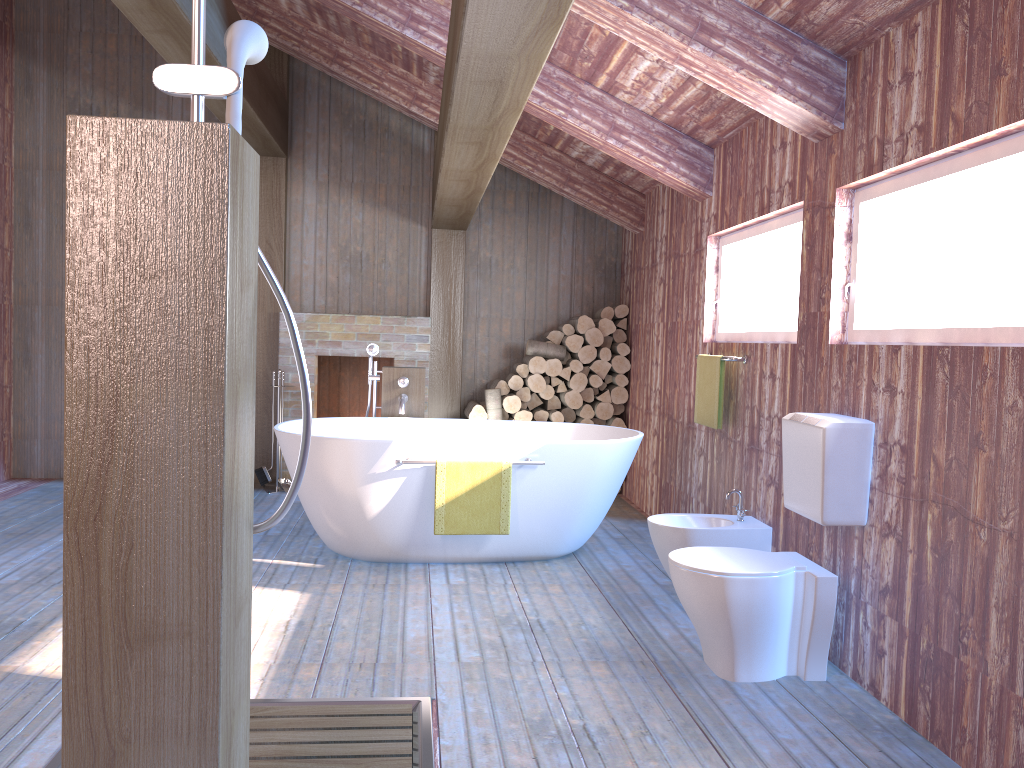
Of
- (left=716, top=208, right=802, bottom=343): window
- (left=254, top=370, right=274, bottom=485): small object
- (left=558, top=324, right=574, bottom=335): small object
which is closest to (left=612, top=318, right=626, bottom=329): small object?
(left=558, top=324, right=574, bottom=335): small object

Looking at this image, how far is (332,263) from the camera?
6.82m

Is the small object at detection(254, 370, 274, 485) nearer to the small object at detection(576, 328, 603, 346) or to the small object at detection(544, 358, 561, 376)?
the small object at detection(544, 358, 561, 376)

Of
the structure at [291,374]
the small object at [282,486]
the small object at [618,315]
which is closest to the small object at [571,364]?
the small object at [618,315]

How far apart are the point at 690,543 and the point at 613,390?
2.9 meters

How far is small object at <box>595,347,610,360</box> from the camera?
6.6m

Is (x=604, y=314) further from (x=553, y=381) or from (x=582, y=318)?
(x=553, y=381)

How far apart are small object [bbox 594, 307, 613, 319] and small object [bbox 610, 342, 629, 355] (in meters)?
0.22

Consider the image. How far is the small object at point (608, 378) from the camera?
6.72m

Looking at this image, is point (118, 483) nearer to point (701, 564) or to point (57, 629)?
point (701, 564)
